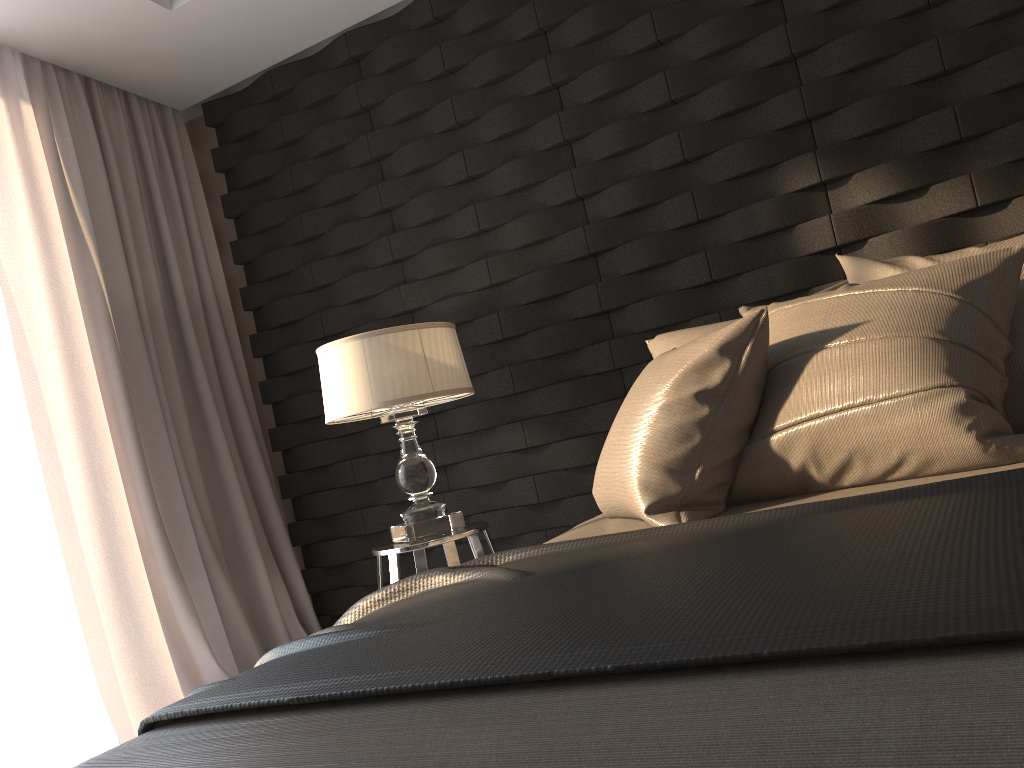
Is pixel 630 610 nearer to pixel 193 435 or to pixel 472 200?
pixel 472 200

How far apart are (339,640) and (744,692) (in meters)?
0.72

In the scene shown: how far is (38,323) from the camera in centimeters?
299cm

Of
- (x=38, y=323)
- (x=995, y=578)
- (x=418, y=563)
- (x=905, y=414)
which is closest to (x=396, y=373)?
(x=418, y=563)

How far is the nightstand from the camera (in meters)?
2.60

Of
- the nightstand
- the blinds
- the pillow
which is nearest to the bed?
the pillow

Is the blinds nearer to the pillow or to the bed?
the bed

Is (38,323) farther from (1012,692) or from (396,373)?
(1012,692)

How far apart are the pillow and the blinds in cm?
180

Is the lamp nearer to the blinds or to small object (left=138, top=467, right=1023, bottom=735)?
the blinds
